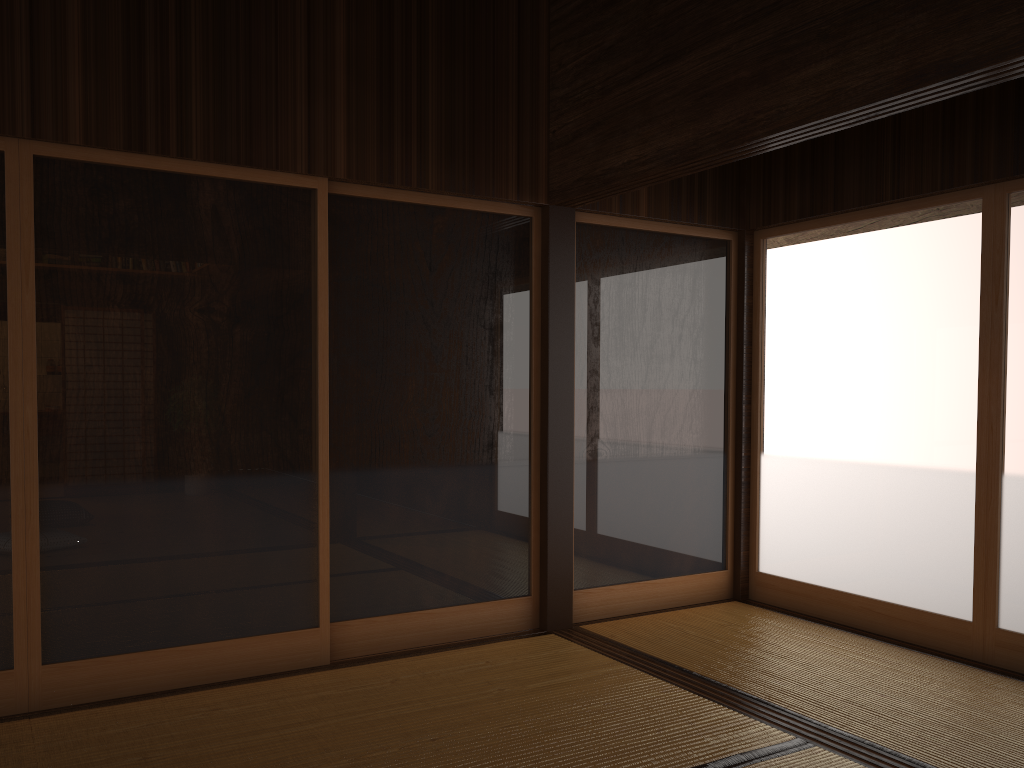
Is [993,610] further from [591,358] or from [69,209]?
[69,209]

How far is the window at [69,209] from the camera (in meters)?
3.17

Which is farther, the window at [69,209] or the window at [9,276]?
the window at [69,209]

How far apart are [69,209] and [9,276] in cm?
Answer: 32

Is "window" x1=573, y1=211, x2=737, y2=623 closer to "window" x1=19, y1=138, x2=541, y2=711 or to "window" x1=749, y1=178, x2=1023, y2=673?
"window" x1=749, y1=178, x2=1023, y2=673

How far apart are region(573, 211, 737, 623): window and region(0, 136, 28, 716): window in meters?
2.4

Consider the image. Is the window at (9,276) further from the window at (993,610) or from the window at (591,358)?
the window at (993,610)

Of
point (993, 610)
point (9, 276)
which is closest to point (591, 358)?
point (993, 610)

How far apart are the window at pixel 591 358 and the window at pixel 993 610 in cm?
12

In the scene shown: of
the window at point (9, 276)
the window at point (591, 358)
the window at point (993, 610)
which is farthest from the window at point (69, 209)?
the window at point (993, 610)
